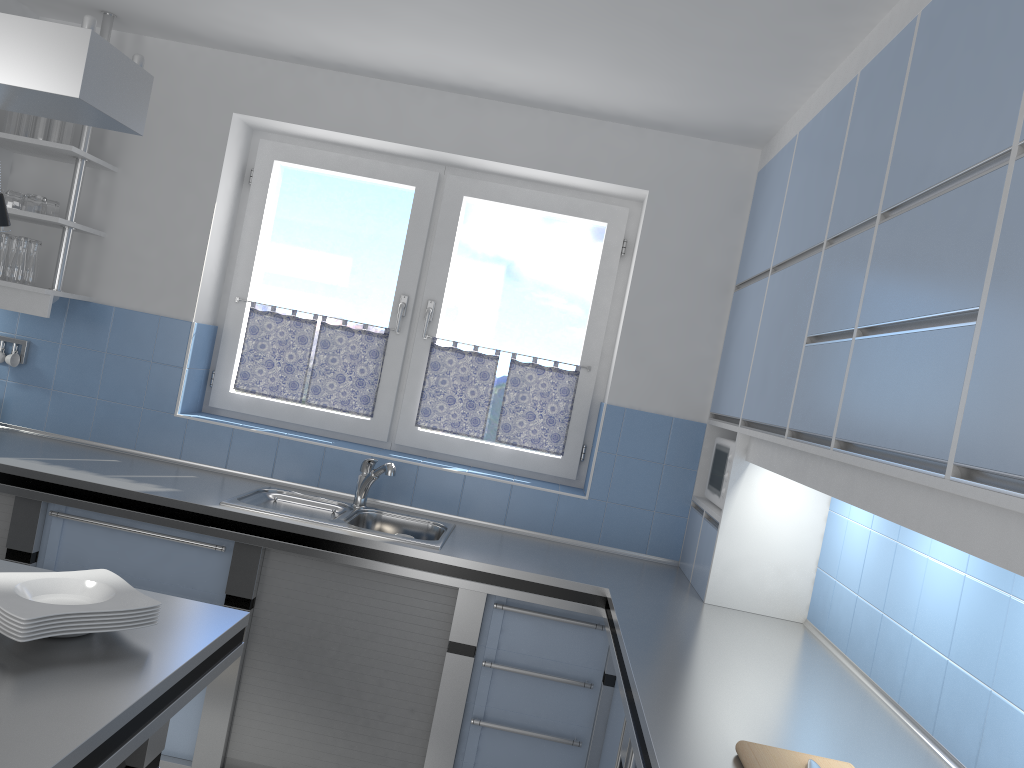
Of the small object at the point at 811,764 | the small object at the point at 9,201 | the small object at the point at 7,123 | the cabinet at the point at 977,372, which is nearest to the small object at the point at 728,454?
the cabinet at the point at 977,372

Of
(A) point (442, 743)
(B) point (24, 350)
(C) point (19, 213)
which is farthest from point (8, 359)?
(A) point (442, 743)

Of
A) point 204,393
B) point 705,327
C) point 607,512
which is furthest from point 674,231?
point 204,393

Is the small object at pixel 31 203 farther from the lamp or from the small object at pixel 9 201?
the lamp

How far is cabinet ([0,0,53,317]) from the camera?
3.5m

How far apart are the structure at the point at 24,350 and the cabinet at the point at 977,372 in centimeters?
287cm

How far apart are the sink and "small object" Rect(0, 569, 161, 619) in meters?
1.3

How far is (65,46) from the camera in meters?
1.3 m

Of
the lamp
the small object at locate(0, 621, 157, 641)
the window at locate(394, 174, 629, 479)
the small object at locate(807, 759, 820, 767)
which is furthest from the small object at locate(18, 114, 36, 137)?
the small object at locate(807, 759, 820, 767)

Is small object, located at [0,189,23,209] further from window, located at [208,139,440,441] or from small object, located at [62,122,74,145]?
window, located at [208,139,440,441]
